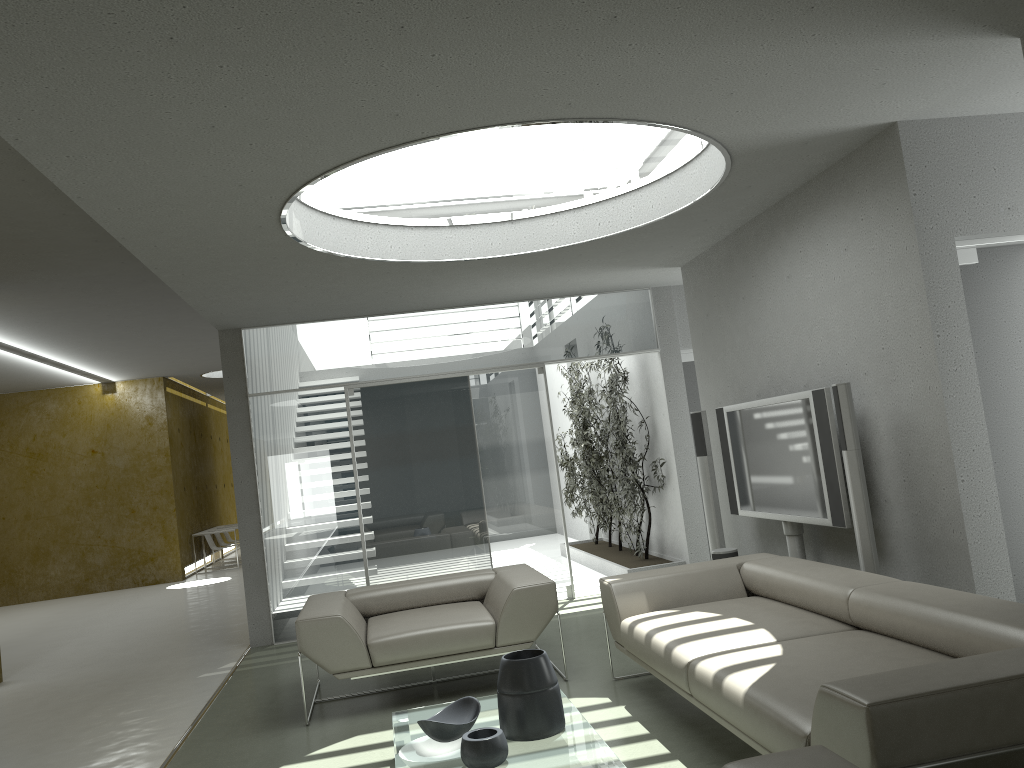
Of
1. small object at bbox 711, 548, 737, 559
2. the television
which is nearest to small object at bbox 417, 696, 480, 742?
the television

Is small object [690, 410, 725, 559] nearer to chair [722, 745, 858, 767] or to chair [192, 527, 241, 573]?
chair [722, 745, 858, 767]

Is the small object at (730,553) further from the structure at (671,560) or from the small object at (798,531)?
the structure at (671,560)

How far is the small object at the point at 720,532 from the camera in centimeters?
667cm

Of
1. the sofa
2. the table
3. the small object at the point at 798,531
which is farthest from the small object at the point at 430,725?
the small object at the point at 798,531

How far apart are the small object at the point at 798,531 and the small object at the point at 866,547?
1.08m

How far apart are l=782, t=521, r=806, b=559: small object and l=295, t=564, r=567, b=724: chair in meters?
1.6

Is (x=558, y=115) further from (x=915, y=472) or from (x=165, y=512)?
(x=165, y=512)

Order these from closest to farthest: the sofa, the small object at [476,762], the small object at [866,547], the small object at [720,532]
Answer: the sofa, the small object at [476,762], the small object at [866,547], the small object at [720,532]

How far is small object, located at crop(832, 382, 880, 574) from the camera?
4.46m
